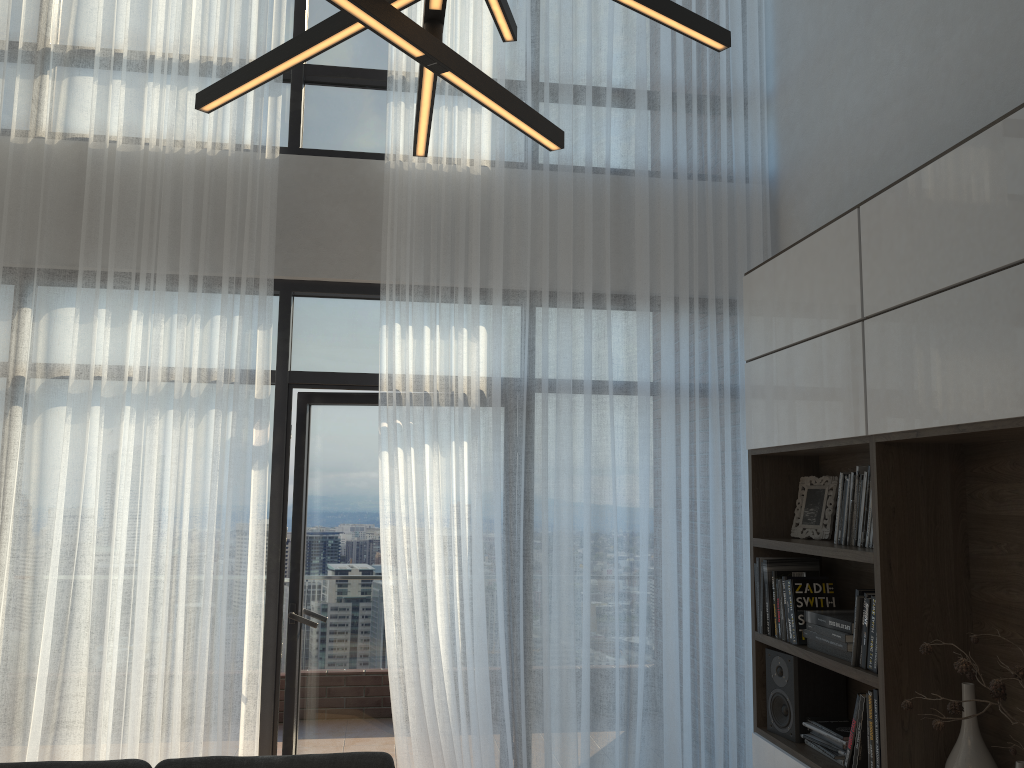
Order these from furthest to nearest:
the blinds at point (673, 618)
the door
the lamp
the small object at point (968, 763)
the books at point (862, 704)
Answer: the door → the blinds at point (673, 618) → the books at point (862, 704) → the small object at point (968, 763) → the lamp

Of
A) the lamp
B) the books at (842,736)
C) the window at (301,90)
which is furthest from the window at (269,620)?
the lamp

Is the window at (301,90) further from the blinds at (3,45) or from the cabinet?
the cabinet

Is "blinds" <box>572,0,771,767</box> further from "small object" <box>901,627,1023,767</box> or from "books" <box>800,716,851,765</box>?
"small object" <box>901,627,1023,767</box>

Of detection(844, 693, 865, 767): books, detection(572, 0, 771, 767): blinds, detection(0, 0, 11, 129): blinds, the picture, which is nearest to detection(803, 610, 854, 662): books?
detection(844, 693, 865, 767): books

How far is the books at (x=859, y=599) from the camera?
3.0m

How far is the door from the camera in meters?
4.3

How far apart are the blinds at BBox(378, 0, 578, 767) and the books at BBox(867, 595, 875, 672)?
1.4m

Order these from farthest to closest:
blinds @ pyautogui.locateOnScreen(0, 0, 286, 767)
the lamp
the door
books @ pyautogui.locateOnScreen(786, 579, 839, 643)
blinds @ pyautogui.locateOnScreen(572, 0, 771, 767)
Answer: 1. the door
2. blinds @ pyautogui.locateOnScreen(572, 0, 771, 767)
3. blinds @ pyautogui.locateOnScreen(0, 0, 286, 767)
4. books @ pyautogui.locateOnScreen(786, 579, 839, 643)
5. the lamp

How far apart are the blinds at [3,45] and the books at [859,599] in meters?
4.2 m
